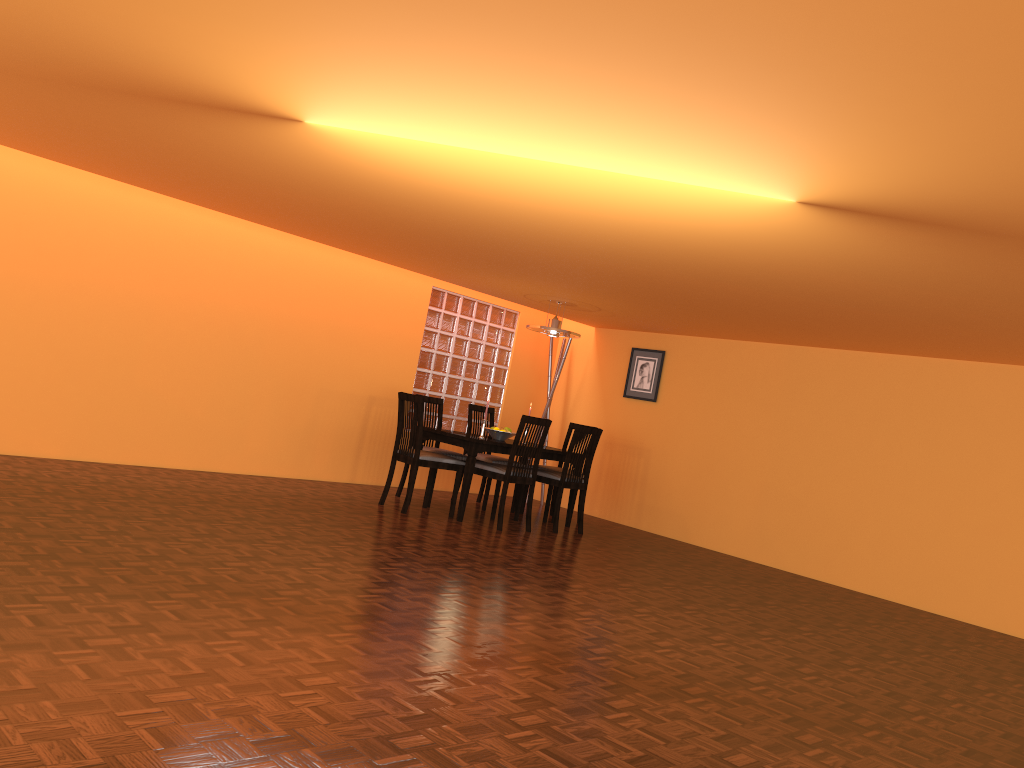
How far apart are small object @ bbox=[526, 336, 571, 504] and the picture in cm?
64

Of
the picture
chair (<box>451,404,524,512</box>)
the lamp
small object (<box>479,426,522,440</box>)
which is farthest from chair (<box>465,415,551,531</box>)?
the picture

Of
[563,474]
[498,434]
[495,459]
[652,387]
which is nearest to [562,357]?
[652,387]

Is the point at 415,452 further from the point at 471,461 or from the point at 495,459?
the point at 495,459

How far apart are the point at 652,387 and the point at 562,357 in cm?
90

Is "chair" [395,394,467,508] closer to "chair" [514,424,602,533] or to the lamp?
"chair" [514,424,602,533]

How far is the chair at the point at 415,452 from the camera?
6.01m

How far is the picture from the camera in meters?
7.8 m

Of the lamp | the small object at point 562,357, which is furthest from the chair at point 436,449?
the small object at point 562,357

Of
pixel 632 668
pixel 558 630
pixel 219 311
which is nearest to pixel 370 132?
pixel 558 630
